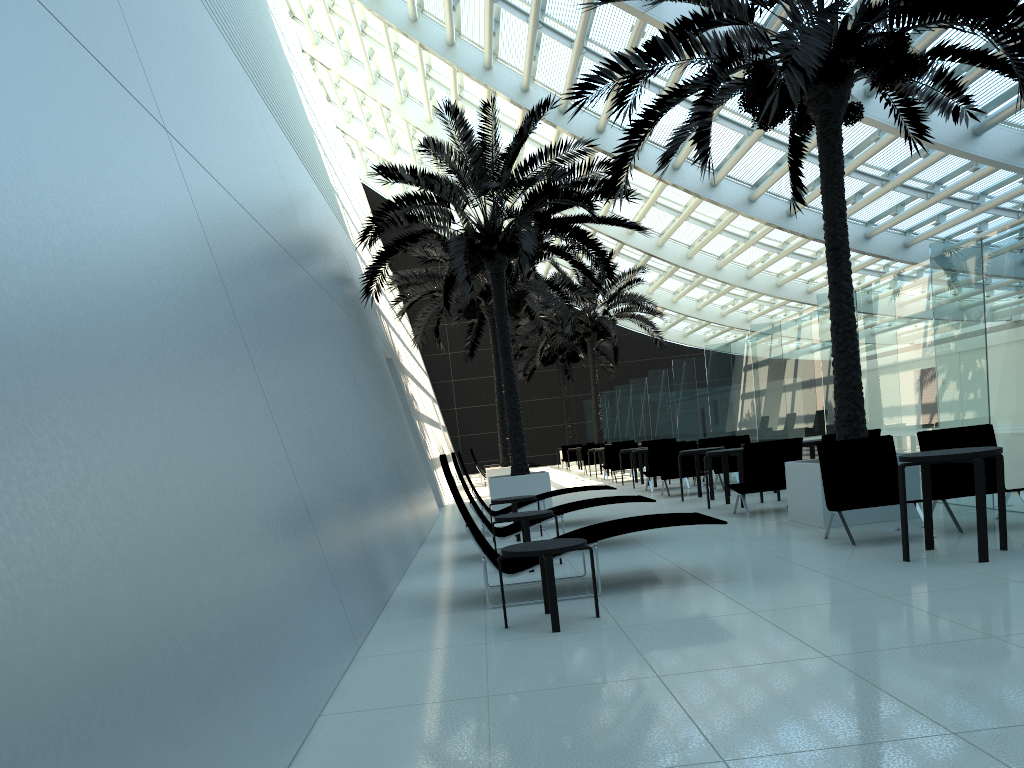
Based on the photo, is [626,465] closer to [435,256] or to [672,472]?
[672,472]

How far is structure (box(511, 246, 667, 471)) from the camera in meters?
26.7 m

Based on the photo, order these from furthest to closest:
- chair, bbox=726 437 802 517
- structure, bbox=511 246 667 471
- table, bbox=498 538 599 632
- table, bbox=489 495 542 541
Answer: structure, bbox=511 246 667 471
table, bbox=489 495 542 541
chair, bbox=726 437 802 517
table, bbox=498 538 599 632

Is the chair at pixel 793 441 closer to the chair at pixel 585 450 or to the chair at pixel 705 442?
the chair at pixel 705 442

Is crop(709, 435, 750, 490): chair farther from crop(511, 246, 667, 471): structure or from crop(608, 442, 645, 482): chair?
crop(511, 246, 667, 471): structure

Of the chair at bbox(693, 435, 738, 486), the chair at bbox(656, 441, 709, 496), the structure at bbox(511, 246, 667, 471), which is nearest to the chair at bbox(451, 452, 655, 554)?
the chair at bbox(656, 441, 709, 496)

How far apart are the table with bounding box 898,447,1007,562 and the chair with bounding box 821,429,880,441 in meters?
3.6

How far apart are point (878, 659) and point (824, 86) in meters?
7.0

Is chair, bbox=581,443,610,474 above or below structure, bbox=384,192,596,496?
below

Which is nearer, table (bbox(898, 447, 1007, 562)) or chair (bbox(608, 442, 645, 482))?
table (bbox(898, 447, 1007, 562))
